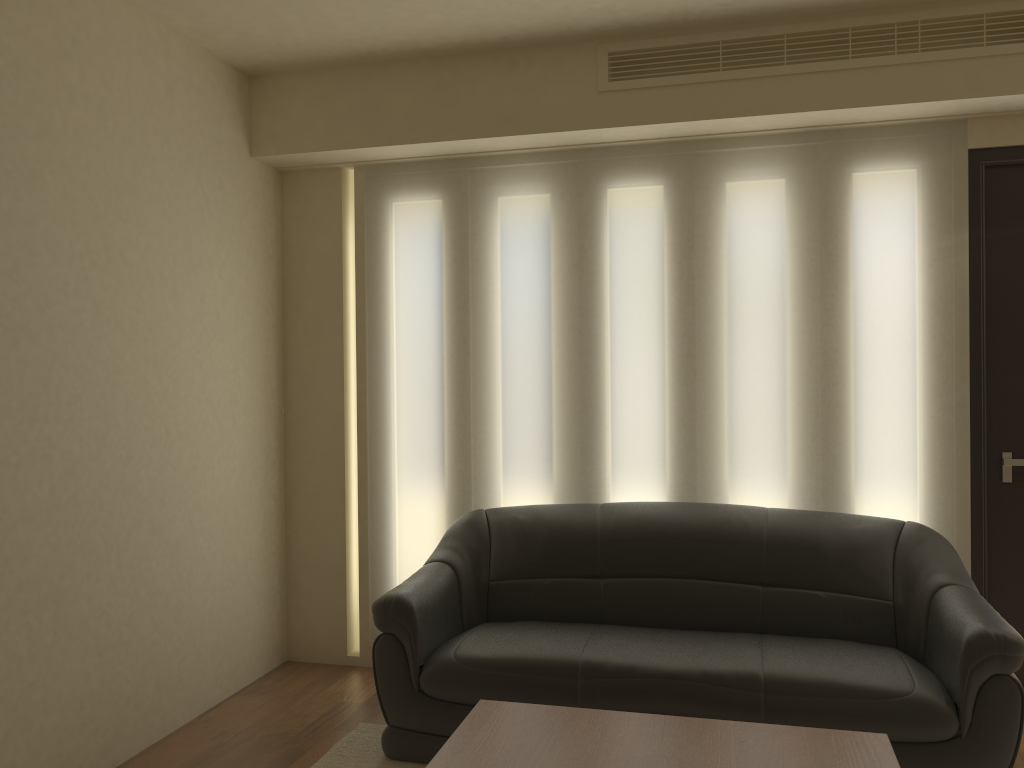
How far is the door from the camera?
3.8m

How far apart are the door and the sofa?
0.33m

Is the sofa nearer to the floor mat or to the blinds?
the floor mat

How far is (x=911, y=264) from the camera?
3.91m

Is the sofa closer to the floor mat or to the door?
the floor mat

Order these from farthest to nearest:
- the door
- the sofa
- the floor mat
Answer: the door < the floor mat < the sofa

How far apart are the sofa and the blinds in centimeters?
22cm

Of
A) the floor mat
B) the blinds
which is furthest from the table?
the blinds

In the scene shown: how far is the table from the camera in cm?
233

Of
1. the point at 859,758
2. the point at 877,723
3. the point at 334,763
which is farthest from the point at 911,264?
the point at 334,763
